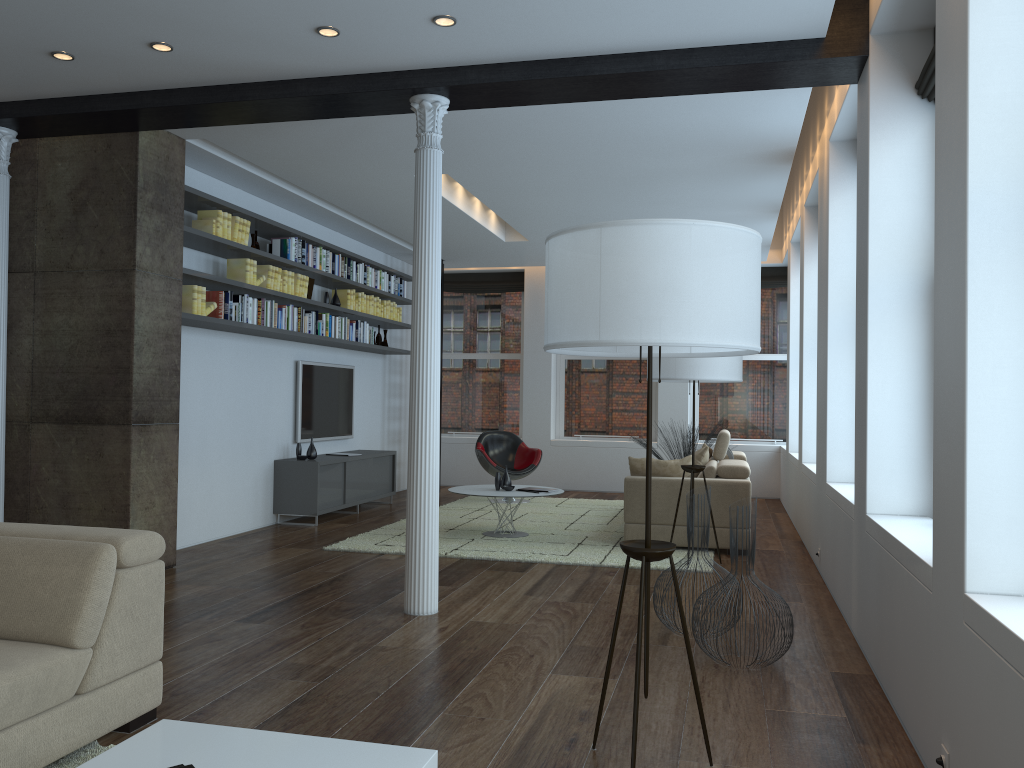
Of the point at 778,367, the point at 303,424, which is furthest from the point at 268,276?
the point at 778,367

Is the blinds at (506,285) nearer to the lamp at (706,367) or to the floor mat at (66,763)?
the lamp at (706,367)

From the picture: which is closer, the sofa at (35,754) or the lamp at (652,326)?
the lamp at (652,326)

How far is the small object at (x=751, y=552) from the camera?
4.07m

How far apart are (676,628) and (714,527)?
Result: 2.00m

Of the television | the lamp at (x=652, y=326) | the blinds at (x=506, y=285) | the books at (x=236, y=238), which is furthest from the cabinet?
the lamp at (x=652, y=326)

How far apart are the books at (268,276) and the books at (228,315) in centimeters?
15cm

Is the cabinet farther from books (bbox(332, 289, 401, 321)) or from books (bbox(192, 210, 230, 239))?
books (bbox(192, 210, 230, 239))

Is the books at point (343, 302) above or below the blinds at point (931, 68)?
below

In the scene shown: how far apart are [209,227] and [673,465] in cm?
407
